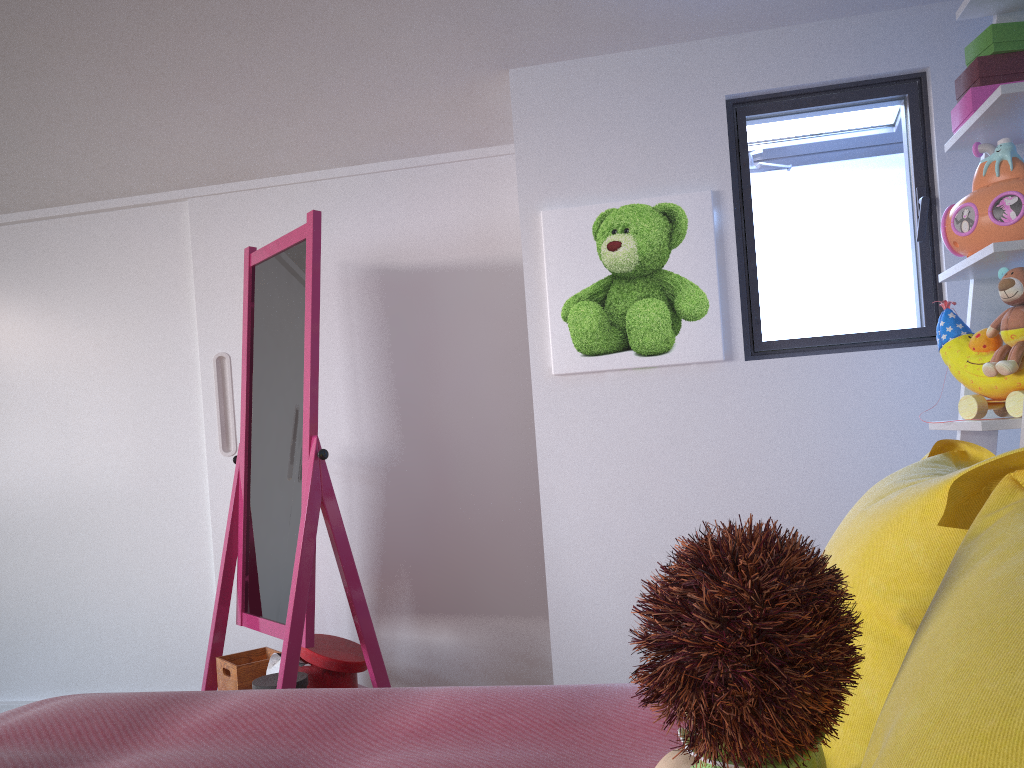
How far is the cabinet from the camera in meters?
2.8 m

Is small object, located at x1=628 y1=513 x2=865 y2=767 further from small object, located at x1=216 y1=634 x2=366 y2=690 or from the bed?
small object, located at x1=216 y1=634 x2=366 y2=690

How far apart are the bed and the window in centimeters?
119cm

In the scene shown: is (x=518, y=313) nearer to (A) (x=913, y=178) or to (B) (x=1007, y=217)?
(A) (x=913, y=178)

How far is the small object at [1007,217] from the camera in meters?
1.6

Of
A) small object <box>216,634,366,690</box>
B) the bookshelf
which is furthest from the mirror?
the bookshelf

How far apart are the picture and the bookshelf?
0.58m

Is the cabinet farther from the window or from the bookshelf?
the bookshelf

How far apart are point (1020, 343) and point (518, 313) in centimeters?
150cm

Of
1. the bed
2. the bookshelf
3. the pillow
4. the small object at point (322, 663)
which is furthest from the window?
the small object at point (322, 663)
